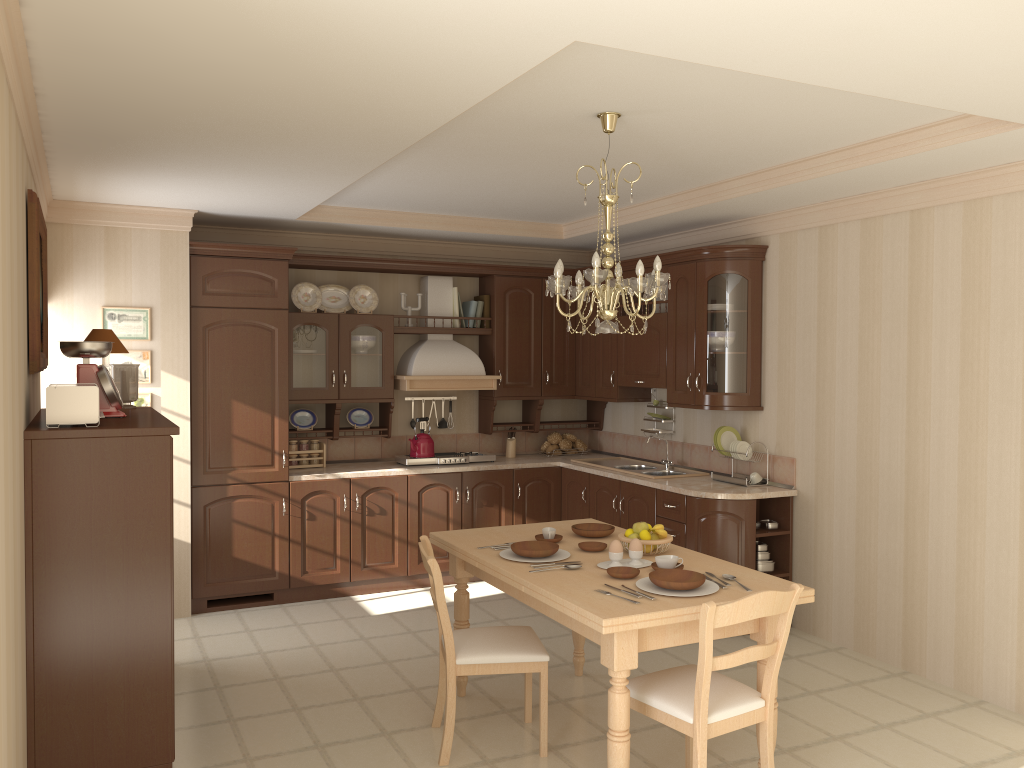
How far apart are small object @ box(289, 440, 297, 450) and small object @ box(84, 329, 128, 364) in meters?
2.1

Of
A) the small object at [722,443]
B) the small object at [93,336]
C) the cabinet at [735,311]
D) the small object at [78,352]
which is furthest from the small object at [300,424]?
the small object at [722,443]

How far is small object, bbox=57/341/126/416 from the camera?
3.65m

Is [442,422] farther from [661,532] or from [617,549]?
[617,549]

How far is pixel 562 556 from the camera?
3.7 meters

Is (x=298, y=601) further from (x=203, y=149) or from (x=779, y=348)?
(x=779, y=348)

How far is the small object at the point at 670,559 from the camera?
3.4m

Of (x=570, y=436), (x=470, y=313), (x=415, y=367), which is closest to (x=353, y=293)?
(x=415, y=367)

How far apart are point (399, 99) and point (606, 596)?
1.9 meters

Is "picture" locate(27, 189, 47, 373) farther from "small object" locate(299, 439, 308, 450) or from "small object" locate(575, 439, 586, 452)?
"small object" locate(575, 439, 586, 452)
